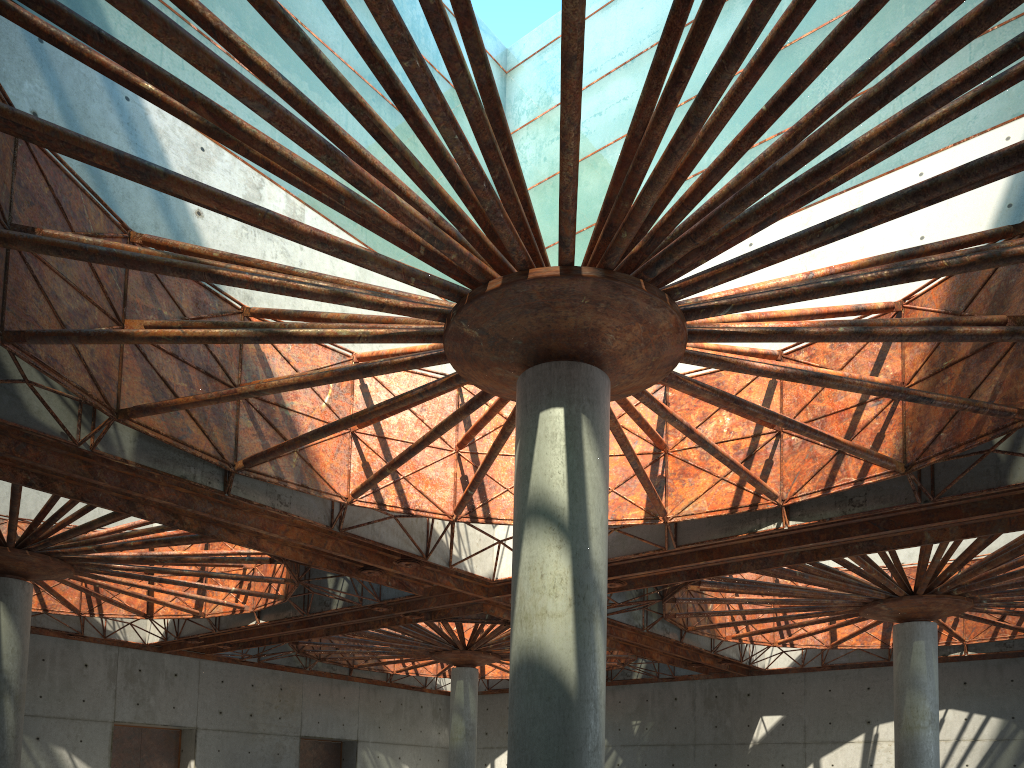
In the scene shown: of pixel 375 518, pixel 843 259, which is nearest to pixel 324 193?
pixel 375 518
